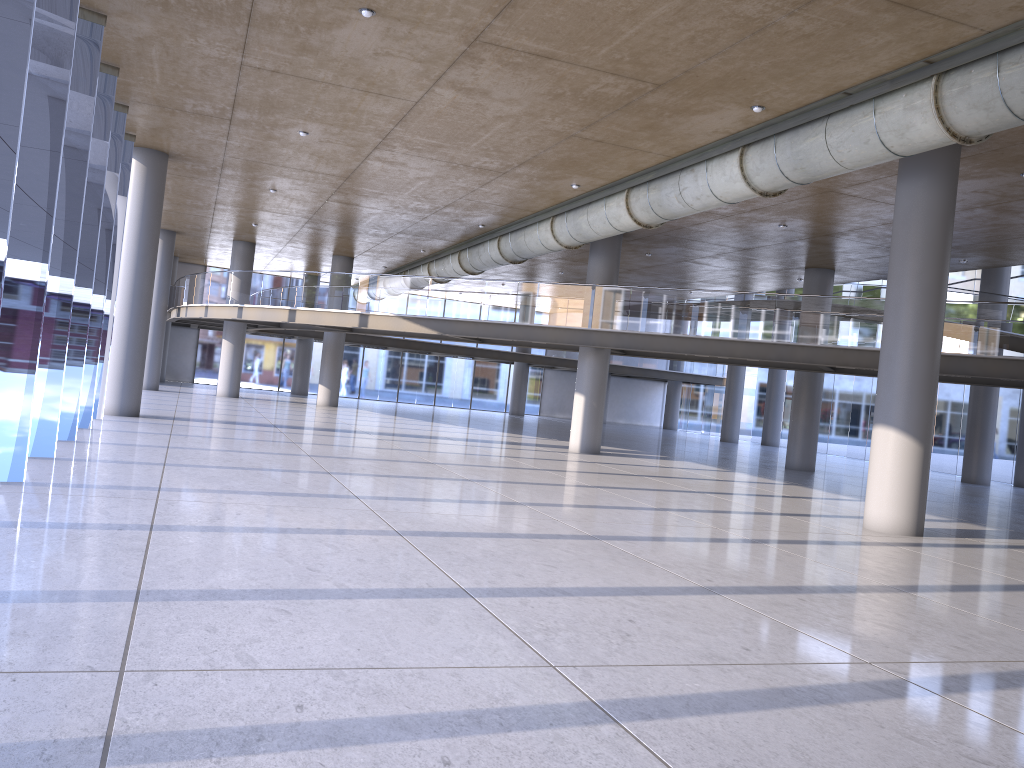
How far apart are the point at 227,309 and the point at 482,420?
11.4m
